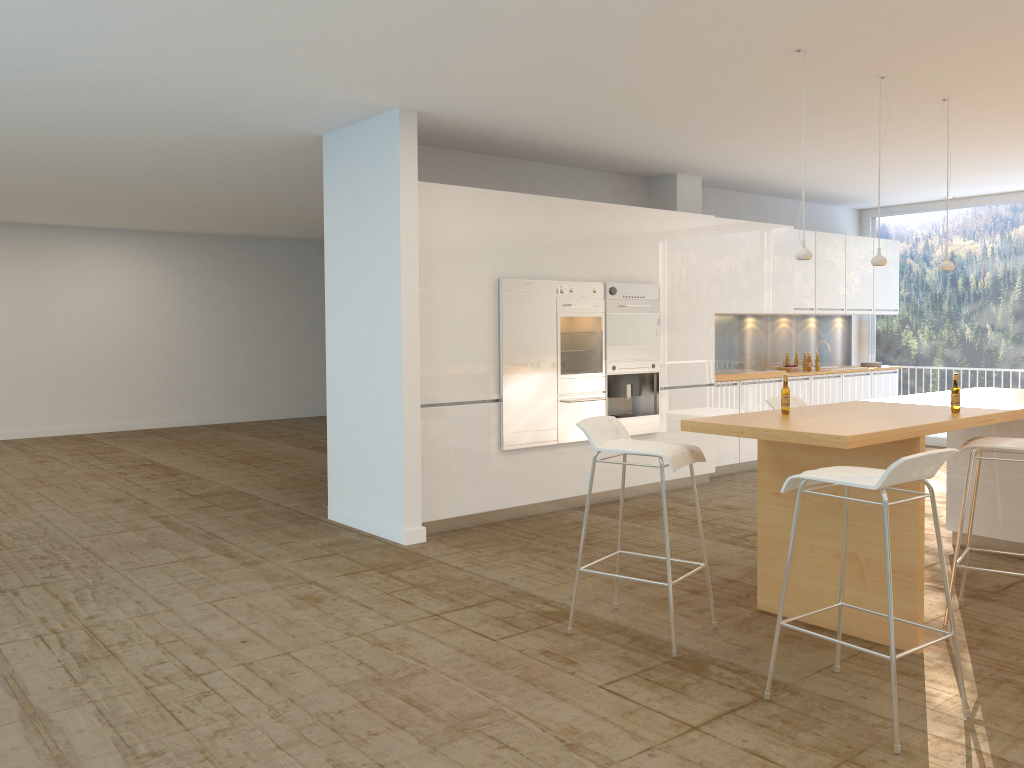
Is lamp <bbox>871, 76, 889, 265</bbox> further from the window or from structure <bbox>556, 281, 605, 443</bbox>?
the window

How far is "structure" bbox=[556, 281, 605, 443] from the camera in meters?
7.1

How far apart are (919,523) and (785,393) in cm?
87

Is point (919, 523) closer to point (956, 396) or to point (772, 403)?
point (956, 396)

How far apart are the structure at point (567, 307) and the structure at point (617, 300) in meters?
0.1

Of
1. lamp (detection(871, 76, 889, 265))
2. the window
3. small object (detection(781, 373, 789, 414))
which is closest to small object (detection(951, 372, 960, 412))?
small object (detection(781, 373, 789, 414))

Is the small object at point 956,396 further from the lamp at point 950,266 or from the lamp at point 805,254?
the lamp at point 950,266

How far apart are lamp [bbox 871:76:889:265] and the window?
5.98m

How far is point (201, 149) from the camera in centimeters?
734cm

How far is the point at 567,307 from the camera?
7.13m
